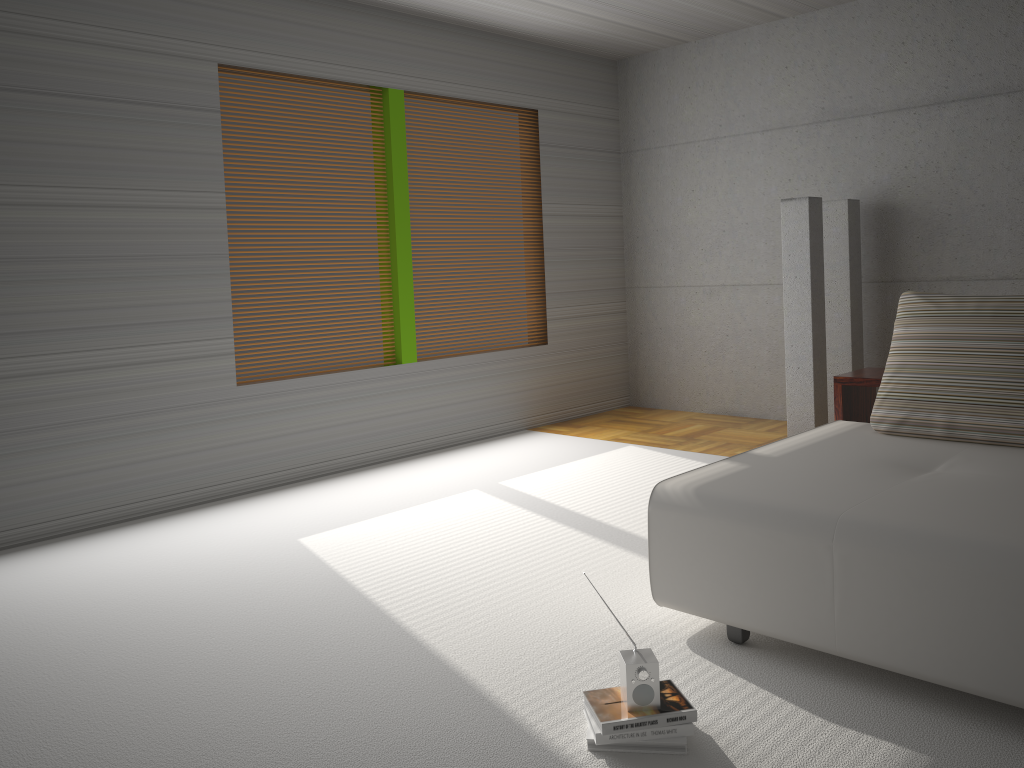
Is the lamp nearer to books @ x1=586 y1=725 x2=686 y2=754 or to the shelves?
the shelves

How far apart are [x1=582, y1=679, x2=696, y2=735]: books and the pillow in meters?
1.8 m

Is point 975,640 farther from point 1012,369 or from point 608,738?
point 1012,369

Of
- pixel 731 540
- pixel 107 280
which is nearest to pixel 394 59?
pixel 107 280

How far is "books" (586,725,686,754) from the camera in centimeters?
240cm

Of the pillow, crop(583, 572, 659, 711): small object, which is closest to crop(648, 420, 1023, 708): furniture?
the pillow

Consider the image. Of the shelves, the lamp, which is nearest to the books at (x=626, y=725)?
the shelves

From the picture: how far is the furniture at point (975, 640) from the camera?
2.40m

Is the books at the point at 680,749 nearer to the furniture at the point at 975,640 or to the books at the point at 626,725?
the books at the point at 626,725

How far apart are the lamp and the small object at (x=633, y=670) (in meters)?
3.81
